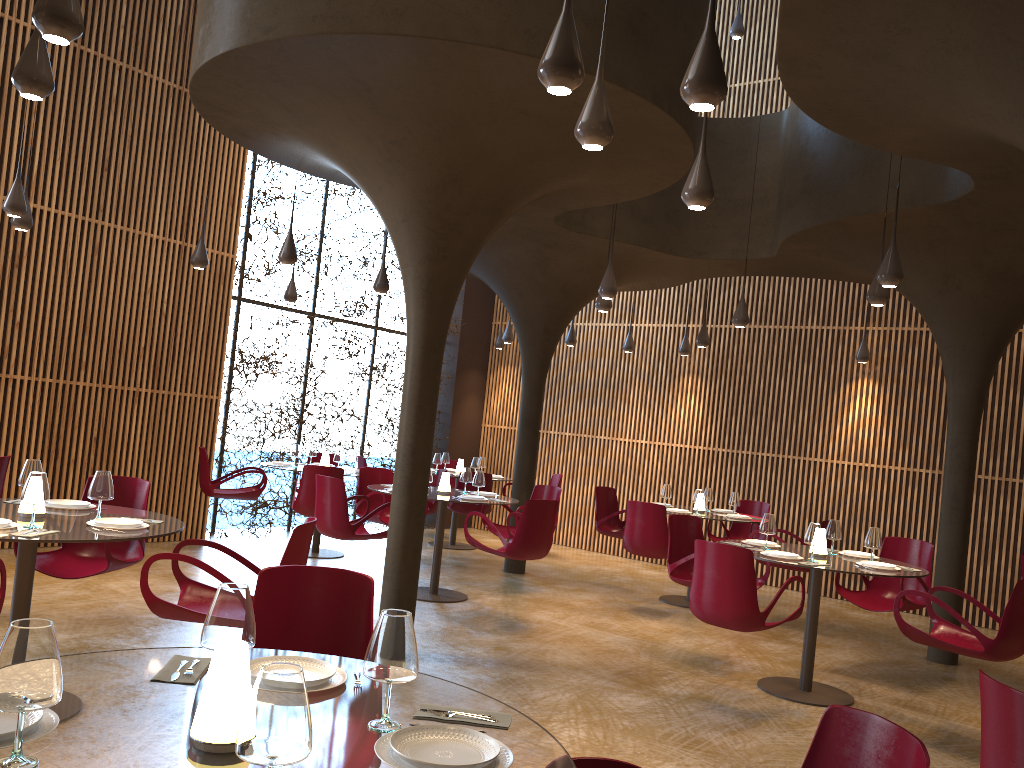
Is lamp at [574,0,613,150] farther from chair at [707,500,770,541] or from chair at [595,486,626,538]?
chair at [707,500,770,541]

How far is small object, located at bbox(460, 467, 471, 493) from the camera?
9.99m

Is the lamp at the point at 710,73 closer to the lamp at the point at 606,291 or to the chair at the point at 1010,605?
the chair at the point at 1010,605

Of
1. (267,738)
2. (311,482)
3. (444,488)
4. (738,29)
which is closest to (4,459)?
(311,482)

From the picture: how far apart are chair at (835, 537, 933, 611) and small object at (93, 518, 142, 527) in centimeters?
597cm

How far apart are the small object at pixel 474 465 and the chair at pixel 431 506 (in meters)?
1.29

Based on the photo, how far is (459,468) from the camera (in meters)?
13.73

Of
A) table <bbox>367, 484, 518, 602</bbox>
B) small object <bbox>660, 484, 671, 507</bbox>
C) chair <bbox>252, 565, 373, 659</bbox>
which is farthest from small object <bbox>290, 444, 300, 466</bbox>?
chair <bbox>252, 565, 373, 659</bbox>

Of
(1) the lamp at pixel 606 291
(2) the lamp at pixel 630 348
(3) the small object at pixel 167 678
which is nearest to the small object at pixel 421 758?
(3) the small object at pixel 167 678

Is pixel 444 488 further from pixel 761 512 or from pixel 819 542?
pixel 761 512
